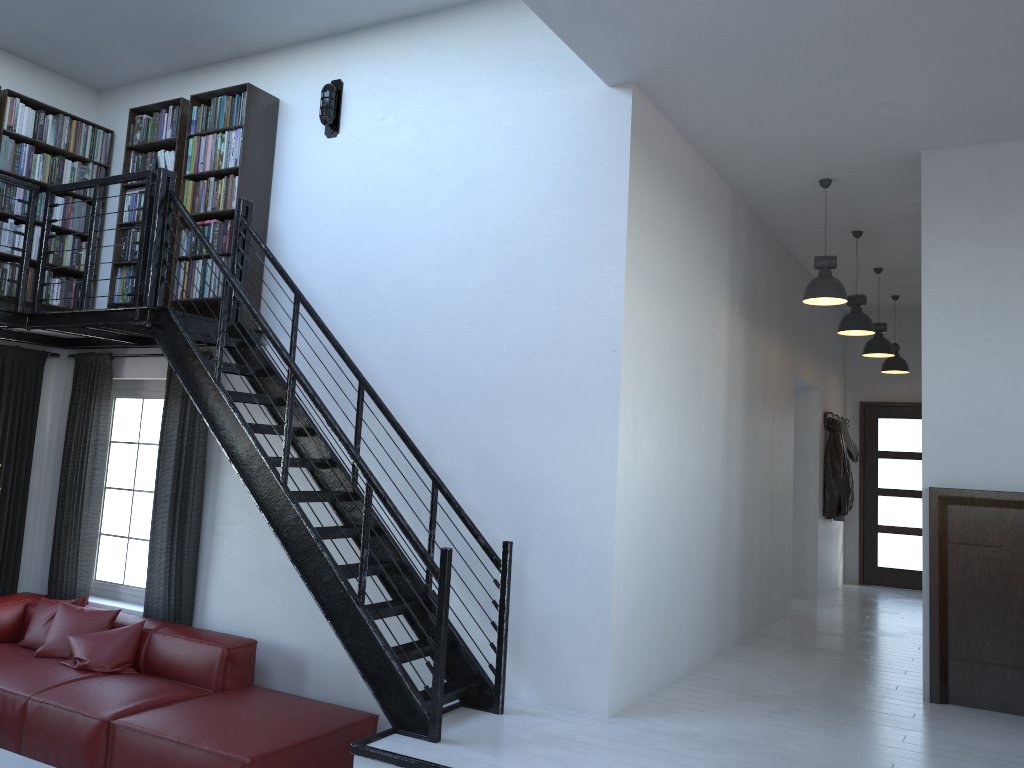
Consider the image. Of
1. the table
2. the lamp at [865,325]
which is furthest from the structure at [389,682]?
the lamp at [865,325]

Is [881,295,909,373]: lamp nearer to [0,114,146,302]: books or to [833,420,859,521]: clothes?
[833,420,859,521]: clothes

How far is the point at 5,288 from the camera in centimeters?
618cm

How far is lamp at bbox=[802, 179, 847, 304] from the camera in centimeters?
597cm

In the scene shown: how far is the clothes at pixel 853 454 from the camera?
9.81m

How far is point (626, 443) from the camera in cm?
467

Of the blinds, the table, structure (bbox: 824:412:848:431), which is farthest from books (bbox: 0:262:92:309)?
structure (bbox: 824:412:848:431)

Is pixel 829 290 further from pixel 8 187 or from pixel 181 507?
pixel 8 187

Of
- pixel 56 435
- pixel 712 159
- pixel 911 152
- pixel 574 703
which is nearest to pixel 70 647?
pixel 56 435

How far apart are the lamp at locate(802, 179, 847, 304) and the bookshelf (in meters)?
3.70
